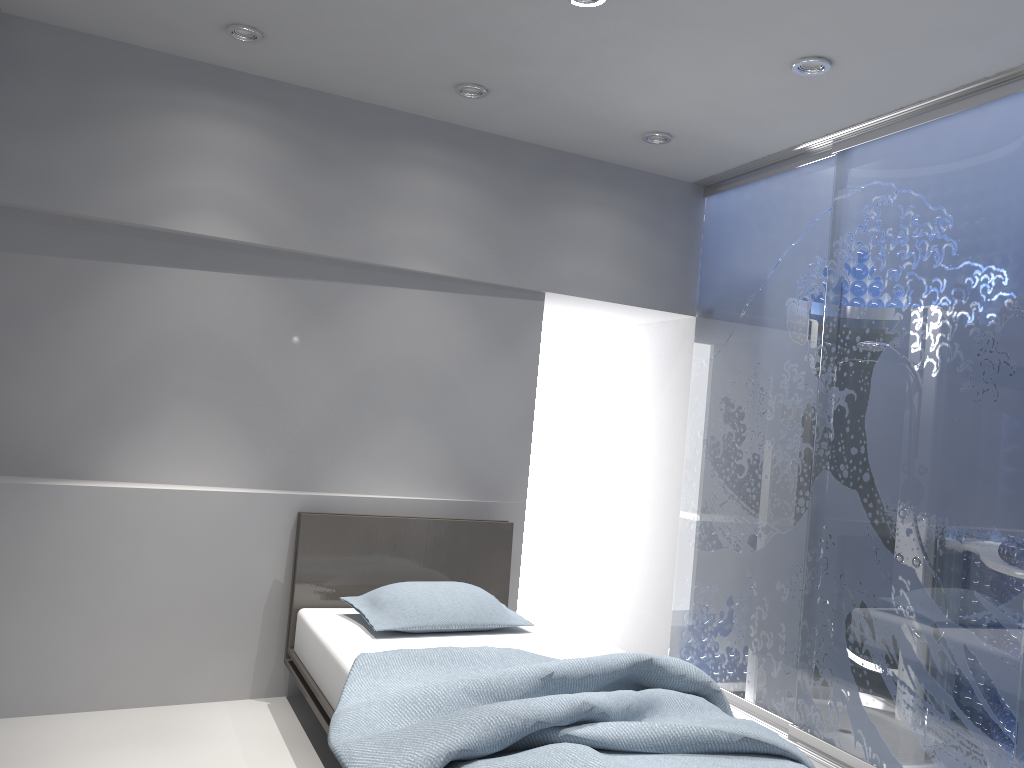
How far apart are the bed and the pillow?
0.0m

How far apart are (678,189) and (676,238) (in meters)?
0.28

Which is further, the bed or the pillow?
the pillow

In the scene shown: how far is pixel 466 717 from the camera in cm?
216

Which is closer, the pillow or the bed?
the bed

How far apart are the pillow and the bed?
0.0m

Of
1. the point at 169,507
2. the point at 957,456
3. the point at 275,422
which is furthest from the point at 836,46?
the point at 169,507

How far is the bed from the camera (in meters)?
2.16

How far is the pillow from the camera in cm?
352

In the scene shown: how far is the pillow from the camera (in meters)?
3.52
